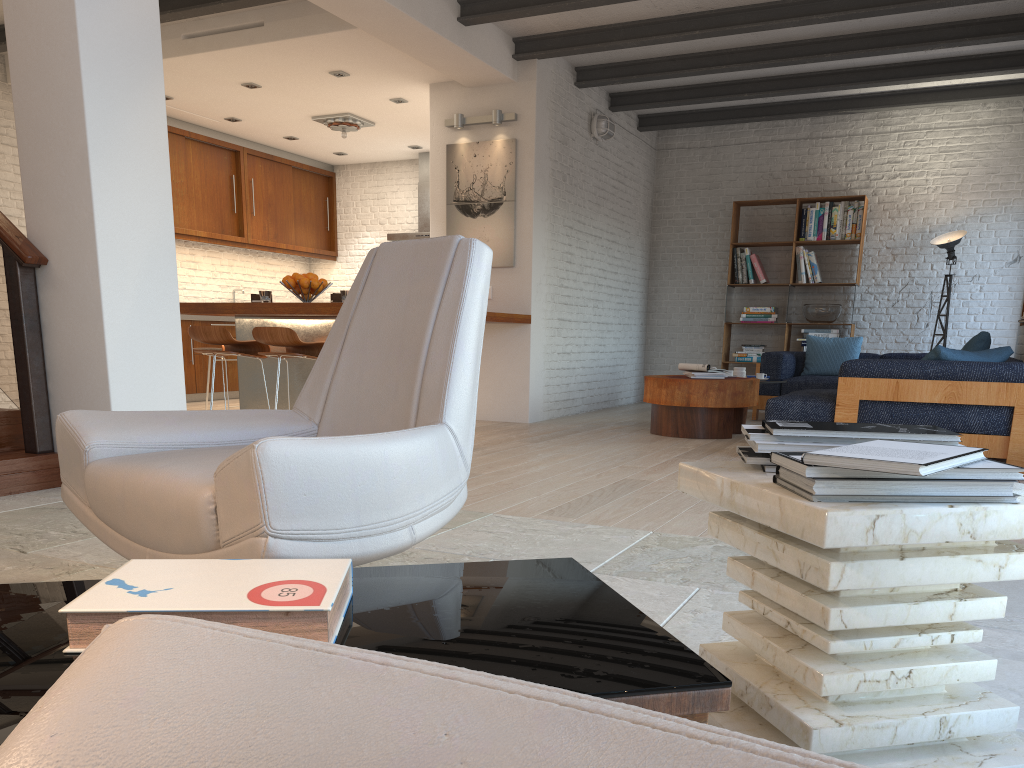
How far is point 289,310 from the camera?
5.63m

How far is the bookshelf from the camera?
9.6m

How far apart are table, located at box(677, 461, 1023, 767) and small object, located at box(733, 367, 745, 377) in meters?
5.9 m

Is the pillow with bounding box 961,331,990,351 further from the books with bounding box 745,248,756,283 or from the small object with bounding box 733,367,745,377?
the books with bounding box 745,248,756,283

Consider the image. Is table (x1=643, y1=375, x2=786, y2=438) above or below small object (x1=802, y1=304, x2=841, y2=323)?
below

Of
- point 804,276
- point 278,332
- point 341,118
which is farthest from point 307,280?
point 804,276

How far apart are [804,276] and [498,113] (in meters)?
4.01

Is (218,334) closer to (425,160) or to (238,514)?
(238,514)

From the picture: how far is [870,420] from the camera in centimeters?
524cm

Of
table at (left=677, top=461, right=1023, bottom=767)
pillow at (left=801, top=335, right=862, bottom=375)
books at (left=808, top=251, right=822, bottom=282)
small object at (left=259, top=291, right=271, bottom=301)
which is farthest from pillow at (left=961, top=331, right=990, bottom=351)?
table at (left=677, top=461, right=1023, bottom=767)
